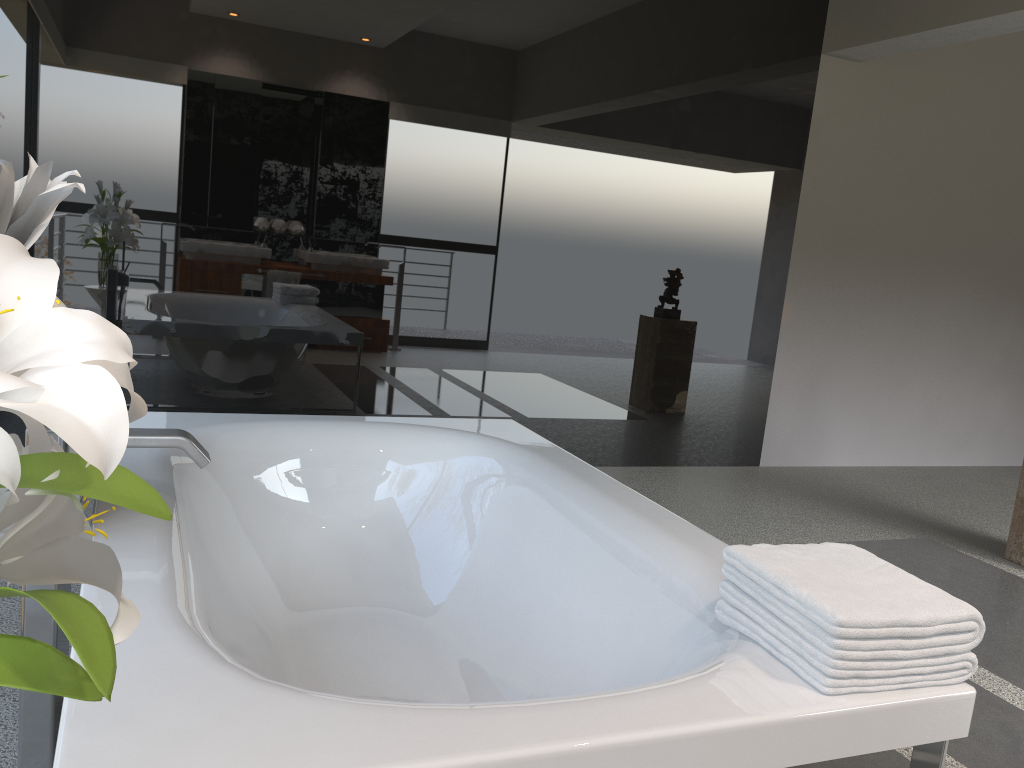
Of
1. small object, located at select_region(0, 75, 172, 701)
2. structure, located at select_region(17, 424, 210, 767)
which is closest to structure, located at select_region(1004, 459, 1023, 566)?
structure, located at select_region(17, 424, 210, 767)

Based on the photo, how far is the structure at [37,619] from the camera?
1.6 meters

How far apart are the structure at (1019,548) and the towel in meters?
2.7

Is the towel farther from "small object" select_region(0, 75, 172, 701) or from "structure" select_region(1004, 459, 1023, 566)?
"structure" select_region(1004, 459, 1023, 566)

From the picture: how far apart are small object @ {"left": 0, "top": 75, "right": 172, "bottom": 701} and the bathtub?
0.3m

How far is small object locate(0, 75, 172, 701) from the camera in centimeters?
60cm

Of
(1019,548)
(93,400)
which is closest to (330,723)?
(93,400)

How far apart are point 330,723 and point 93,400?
0.7 meters

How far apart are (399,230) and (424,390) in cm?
77

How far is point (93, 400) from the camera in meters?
0.6 m
